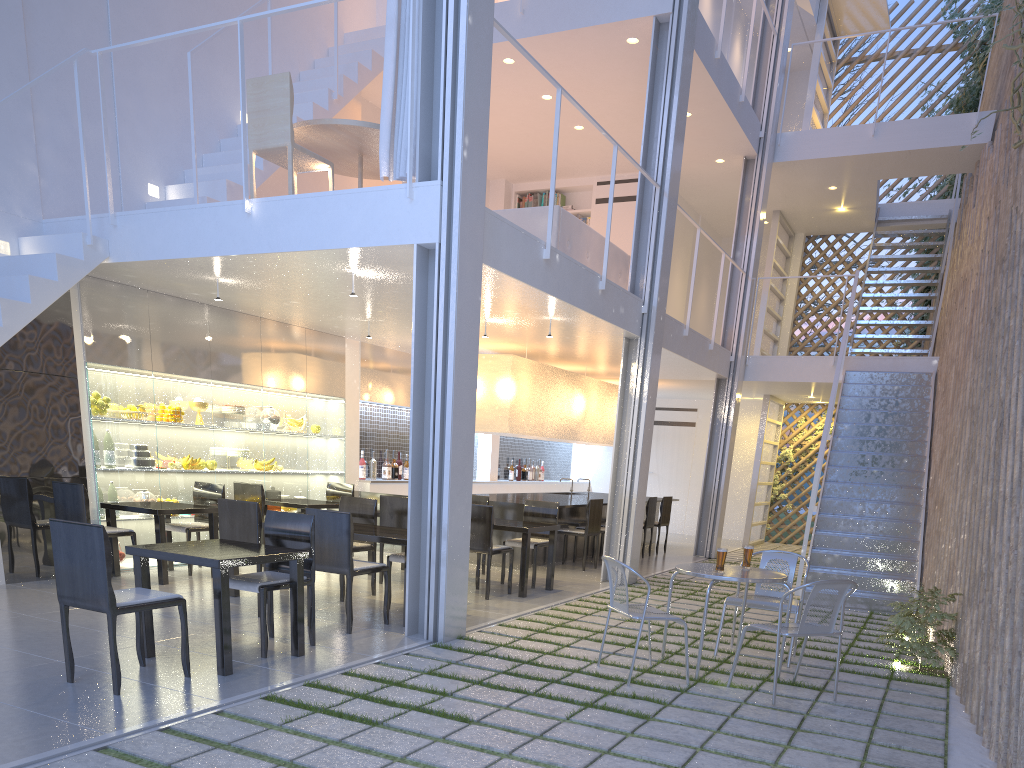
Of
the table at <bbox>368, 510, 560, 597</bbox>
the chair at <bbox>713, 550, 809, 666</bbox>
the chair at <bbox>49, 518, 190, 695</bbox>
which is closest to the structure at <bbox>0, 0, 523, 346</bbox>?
the chair at <bbox>49, 518, 190, 695</bbox>

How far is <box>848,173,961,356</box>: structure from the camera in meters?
6.3 m

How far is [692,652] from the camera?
2.81m

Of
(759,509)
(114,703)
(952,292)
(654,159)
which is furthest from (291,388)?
(759,509)

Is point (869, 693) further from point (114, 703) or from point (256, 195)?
point (256, 195)

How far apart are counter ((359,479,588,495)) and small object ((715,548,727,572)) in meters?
3.2 m

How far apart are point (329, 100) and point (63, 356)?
1.94m

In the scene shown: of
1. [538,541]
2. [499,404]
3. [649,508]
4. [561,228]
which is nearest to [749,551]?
[538,541]

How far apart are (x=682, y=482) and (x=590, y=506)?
3.46m

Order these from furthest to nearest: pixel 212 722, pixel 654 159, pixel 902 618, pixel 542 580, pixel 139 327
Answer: pixel 654 159 → pixel 542 580 → pixel 139 327 → pixel 902 618 → pixel 212 722
